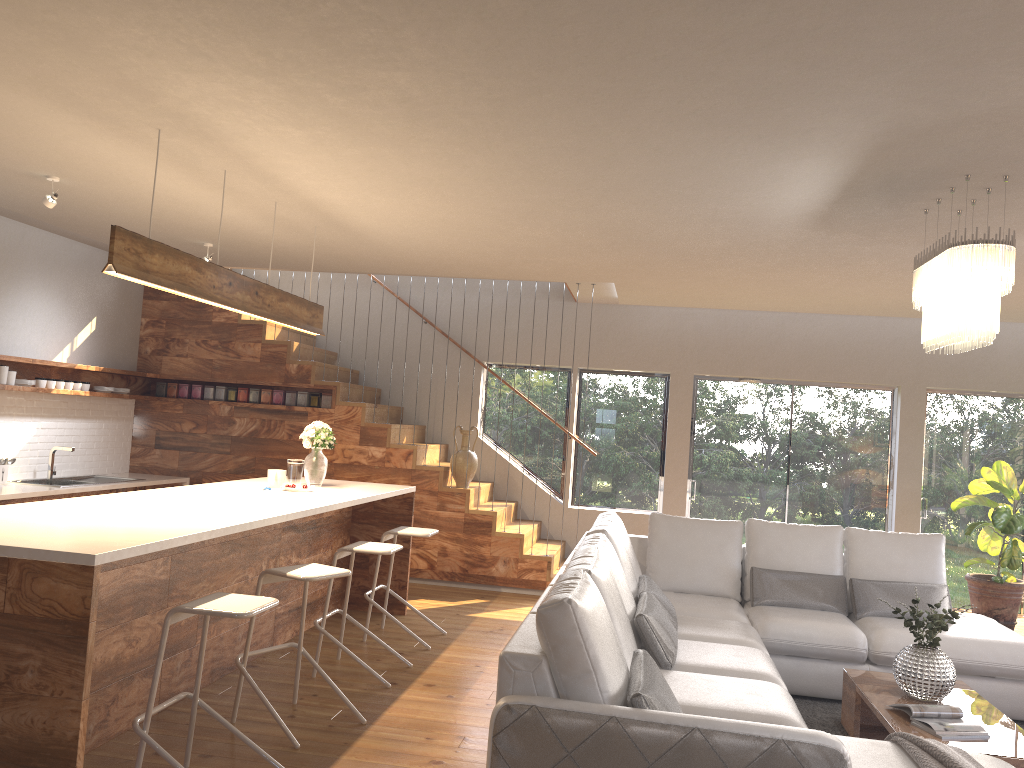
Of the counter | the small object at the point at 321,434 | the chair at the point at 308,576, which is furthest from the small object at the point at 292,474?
the counter

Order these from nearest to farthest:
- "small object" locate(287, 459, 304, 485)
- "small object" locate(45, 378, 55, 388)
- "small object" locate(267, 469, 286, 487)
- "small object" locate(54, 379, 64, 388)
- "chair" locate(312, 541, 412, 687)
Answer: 1. "chair" locate(312, 541, 412, 687)
2. "small object" locate(267, 469, 286, 487)
3. "small object" locate(287, 459, 304, 485)
4. "small object" locate(45, 378, 55, 388)
5. "small object" locate(54, 379, 64, 388)

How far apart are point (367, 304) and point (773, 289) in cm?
434

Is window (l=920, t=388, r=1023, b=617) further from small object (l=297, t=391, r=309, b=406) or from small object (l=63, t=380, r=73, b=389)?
small object (l=63, t=380, r=73, b=389)

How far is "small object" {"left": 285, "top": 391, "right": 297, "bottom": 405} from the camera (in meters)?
8.35

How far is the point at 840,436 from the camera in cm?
883

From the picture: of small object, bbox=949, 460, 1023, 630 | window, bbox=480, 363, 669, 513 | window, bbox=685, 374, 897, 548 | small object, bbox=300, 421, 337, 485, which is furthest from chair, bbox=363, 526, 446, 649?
small object, bbox=949, 460, 1023, 630

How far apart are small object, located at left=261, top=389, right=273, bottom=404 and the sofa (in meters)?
3.92

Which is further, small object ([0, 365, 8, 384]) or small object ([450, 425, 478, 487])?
small object ([450, 425, 478, 487])

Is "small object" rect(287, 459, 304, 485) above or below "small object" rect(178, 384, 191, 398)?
below
